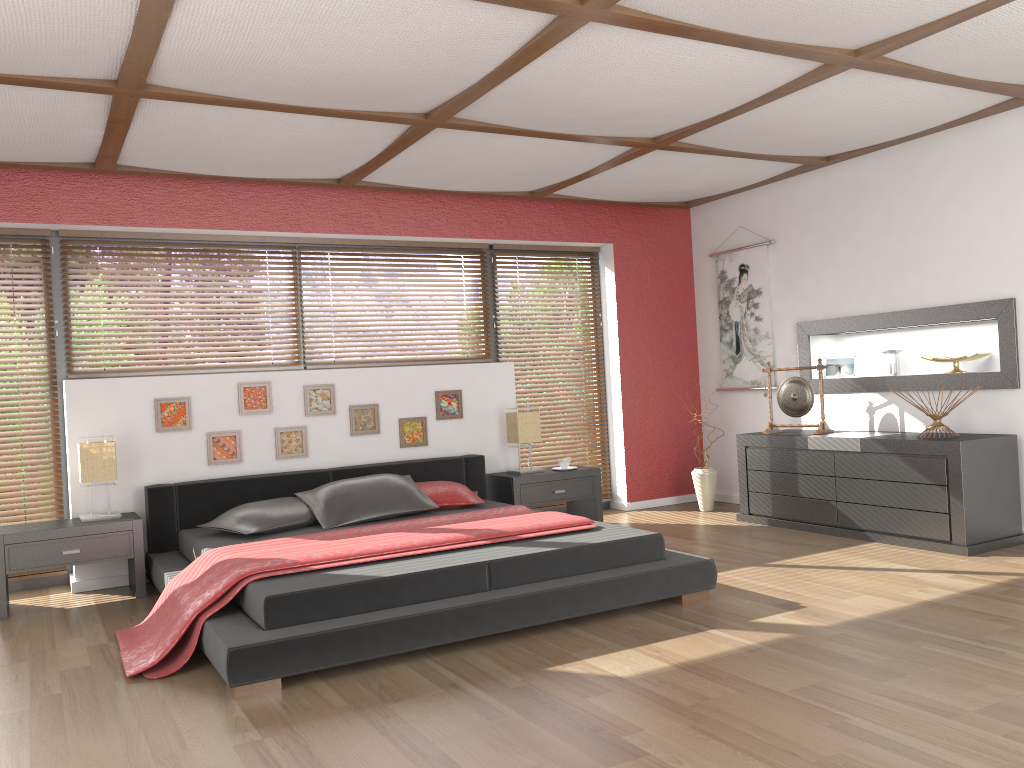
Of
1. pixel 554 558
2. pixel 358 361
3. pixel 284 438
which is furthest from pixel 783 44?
pixel 284 438

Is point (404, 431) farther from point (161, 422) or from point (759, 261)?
point (759, 261)

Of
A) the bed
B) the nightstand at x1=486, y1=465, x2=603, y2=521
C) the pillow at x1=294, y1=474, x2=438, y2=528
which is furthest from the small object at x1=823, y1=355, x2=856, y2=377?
the pillow at x1=294, y1=474, x2=438, y2=528

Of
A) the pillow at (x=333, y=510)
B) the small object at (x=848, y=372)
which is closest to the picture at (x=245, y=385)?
the pillow at (x=333, y=510)

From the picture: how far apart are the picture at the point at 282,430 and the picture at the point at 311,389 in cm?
11

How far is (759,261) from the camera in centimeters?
666cm

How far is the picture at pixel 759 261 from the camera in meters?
6.7

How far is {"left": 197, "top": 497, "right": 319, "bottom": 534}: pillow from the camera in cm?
467

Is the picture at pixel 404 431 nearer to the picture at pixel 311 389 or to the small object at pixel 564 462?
the picture at pixel 311 389

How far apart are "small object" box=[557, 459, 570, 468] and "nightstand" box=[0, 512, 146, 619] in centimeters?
275cm
